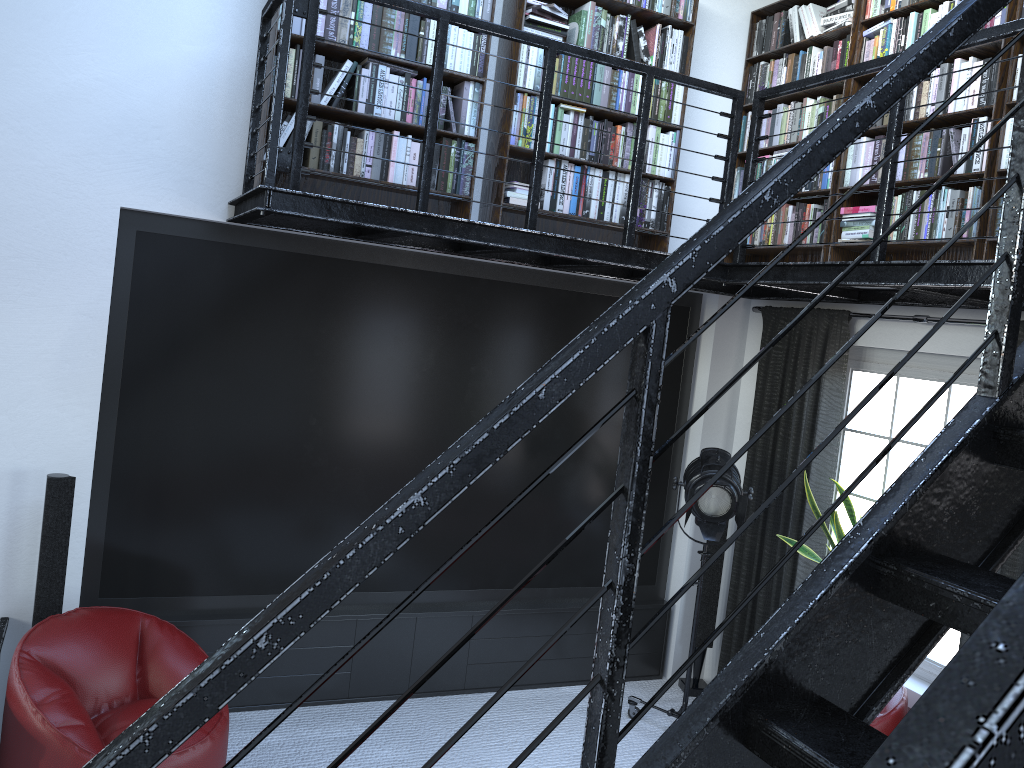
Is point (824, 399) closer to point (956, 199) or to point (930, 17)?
point (956, 199)

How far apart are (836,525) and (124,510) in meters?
3.5

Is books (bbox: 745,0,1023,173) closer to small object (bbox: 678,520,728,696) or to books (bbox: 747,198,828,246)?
books (bbox: 747,198,828,246)

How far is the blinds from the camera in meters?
4.8 m

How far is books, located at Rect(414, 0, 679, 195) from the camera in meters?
4.3 m

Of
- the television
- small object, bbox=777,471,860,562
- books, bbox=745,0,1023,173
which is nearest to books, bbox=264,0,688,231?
the television

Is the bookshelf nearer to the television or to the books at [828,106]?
the books at [828,106]

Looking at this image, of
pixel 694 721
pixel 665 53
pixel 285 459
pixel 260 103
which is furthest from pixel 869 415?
pixel 694 721

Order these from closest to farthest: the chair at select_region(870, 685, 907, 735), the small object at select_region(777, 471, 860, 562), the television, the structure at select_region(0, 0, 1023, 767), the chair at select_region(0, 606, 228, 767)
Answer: the structure at select_region(0, 0, 1023, 767)
the chair at select_region(0, 606, 228, 767)
the chair at select_region(870, 685, 907, 735)
the television
the small object at select_region(777, 471, 860, 562)

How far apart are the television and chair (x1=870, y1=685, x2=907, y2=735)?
1.79m
